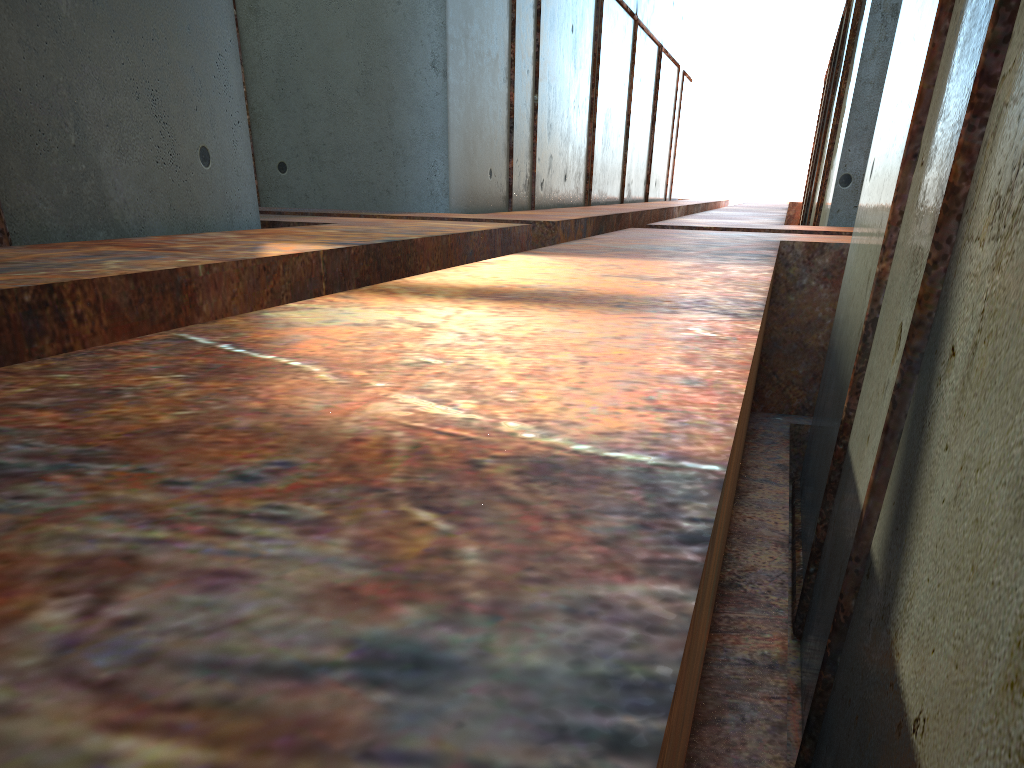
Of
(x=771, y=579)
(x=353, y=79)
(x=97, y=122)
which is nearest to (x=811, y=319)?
(x=771, y=579)

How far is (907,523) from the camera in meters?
2.2
